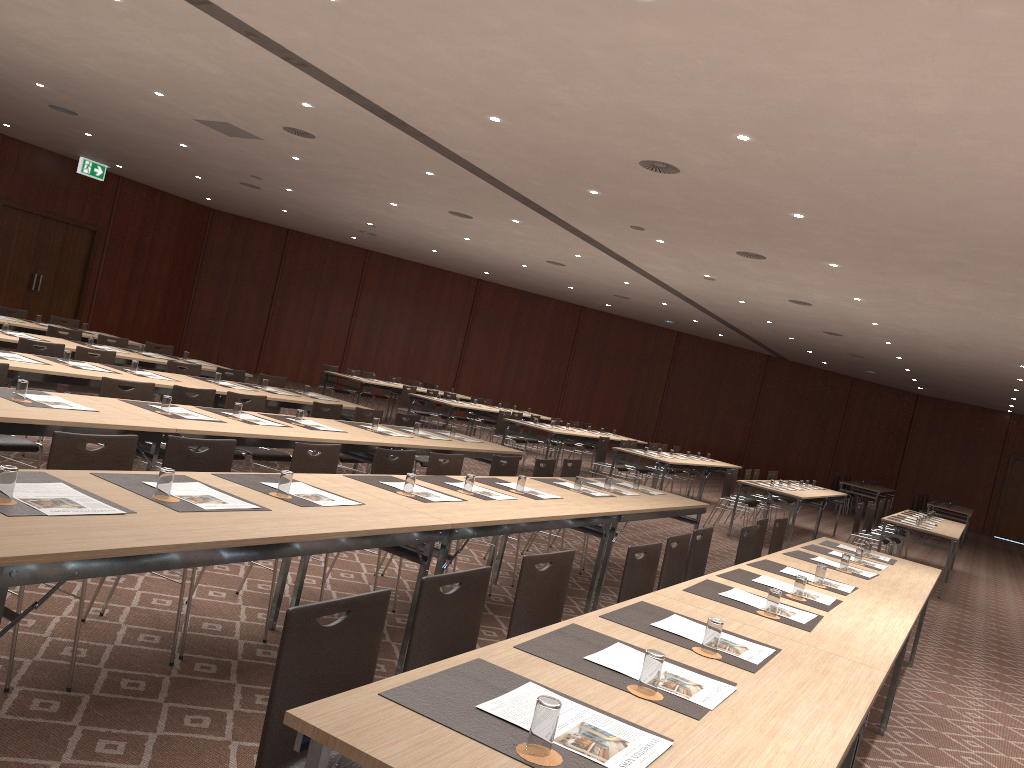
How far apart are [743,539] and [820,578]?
1.27m

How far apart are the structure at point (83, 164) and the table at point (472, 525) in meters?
16.9

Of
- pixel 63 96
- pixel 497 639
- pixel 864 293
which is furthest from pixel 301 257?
pixel 497 639

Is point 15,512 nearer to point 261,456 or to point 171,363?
point 261,456

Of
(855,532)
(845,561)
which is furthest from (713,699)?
(855,532)

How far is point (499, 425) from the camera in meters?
15.3

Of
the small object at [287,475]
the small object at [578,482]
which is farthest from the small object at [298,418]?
the small object at [287,475]

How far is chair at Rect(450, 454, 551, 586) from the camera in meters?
7.2

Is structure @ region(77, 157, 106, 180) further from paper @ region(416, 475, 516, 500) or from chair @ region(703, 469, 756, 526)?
paper @ region(416, 475, 516, 500)

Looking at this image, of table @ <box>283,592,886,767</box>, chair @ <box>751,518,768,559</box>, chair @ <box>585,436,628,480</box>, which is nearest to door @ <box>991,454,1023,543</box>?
chair @ <box>585,436,628,480</box>
